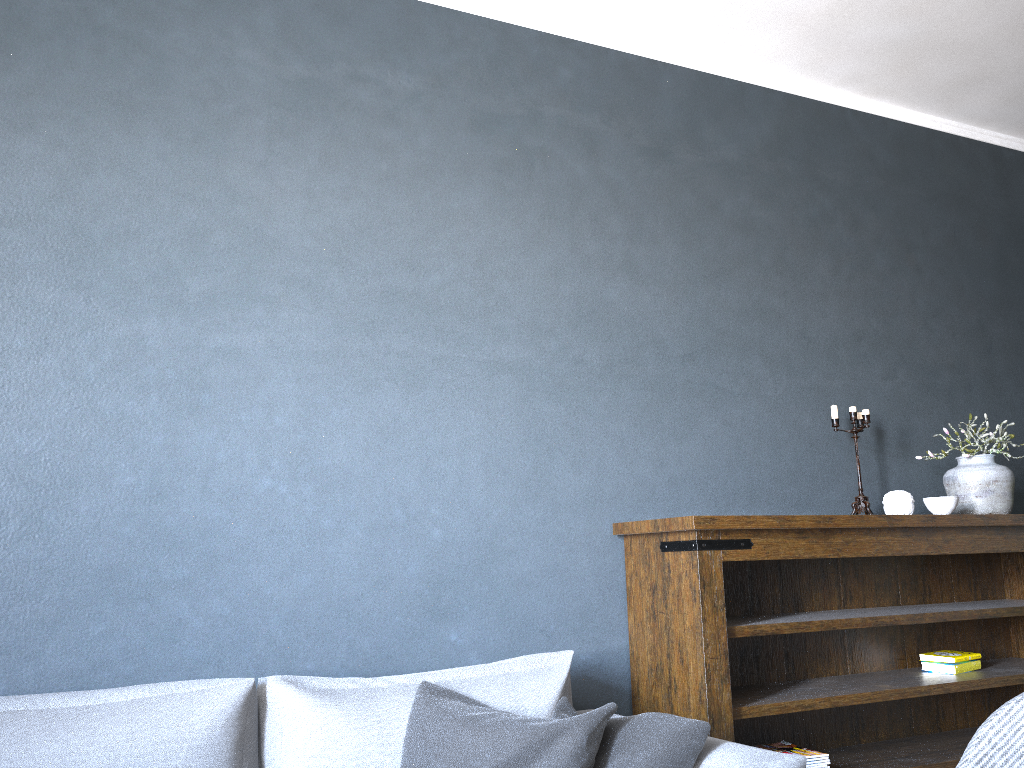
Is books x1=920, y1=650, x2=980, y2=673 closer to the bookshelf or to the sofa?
the bookshelf

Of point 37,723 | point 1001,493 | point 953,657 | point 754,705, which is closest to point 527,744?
point 754,705

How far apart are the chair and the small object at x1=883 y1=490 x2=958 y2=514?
1.5 meters

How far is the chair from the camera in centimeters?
169cm

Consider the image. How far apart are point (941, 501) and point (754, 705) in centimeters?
110cm

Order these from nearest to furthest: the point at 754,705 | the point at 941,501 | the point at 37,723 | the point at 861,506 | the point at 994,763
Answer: the point at 994,763, the point at 37,723, the point at 754,705, the point at 941,501, the point at 861,506

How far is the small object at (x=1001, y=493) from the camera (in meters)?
3.28

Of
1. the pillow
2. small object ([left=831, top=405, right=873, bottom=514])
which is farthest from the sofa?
small object ([left=831, top=405, right=873, bottom=514])

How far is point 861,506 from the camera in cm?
327

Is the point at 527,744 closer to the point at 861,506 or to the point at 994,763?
the point at 994,763
